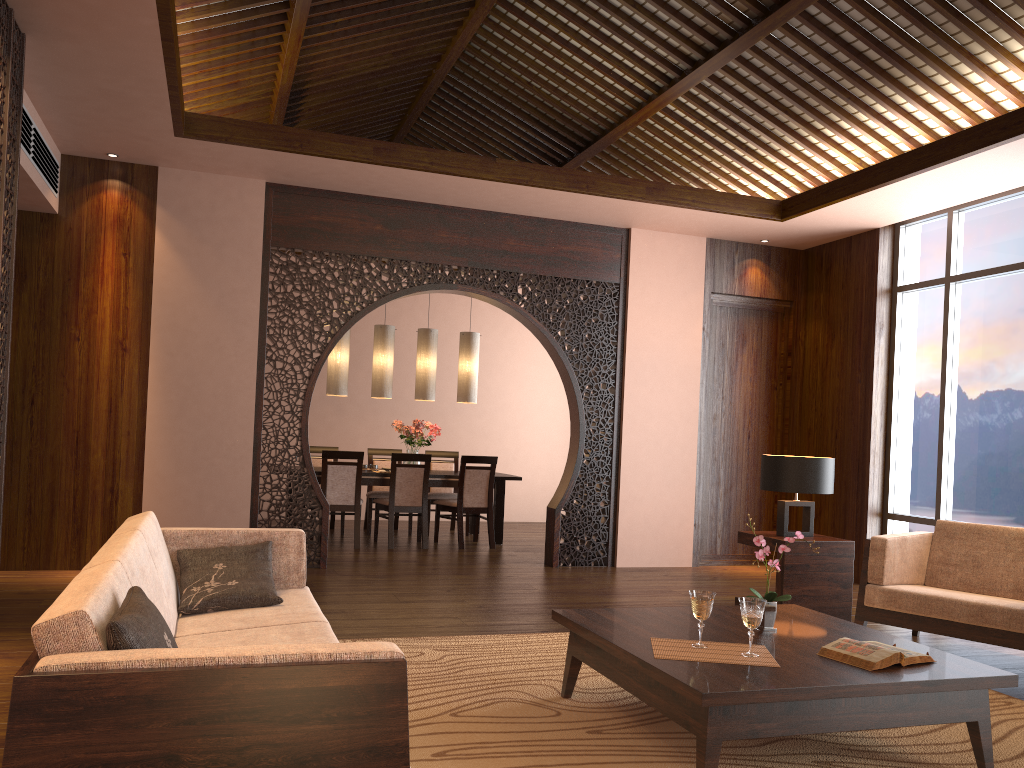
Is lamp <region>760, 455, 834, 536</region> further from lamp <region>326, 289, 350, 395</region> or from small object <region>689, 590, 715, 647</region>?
lamp <region>326, 289, 350, 395</region>

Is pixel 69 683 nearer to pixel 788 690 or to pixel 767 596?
pixel 788 690

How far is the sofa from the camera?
1.54m

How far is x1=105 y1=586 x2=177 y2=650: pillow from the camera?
1.7m

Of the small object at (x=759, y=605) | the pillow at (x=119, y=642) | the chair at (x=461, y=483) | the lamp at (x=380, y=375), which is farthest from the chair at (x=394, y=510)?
the pillow at (x=119, y=642)

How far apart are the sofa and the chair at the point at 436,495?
5.2m

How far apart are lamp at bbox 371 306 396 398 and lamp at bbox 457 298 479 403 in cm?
71

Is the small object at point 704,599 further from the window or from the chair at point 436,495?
the chair at point 436,495

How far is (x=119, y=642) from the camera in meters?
1.7 m

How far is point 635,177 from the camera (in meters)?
8.12
